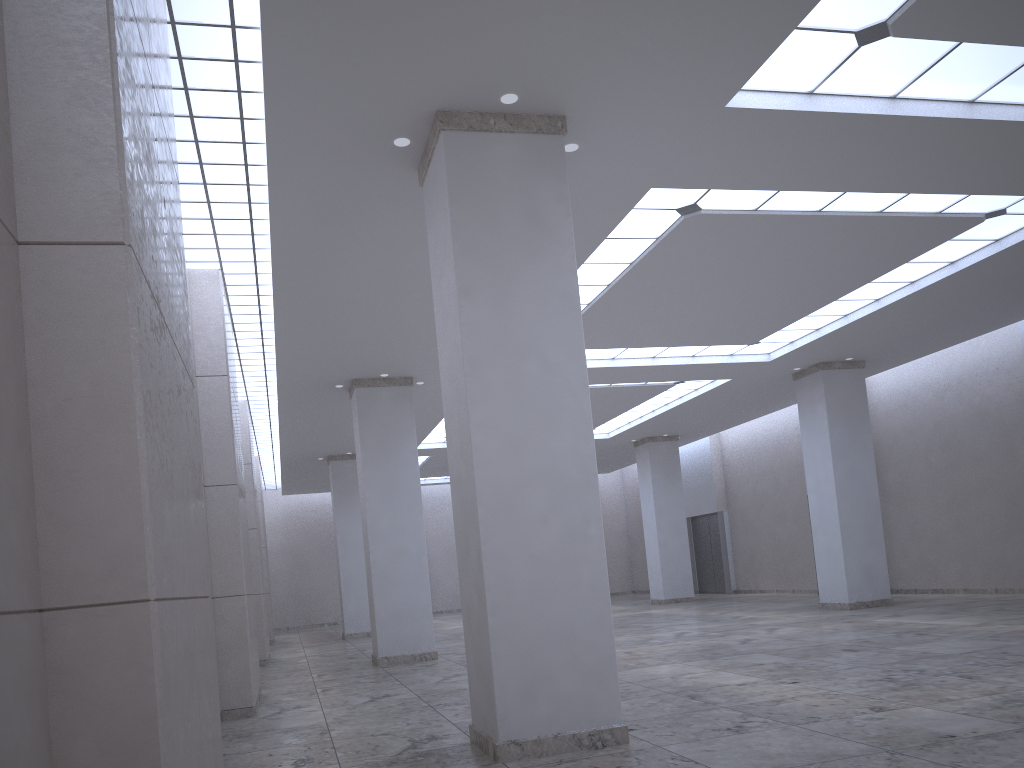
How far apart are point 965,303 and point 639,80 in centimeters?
3373cm
